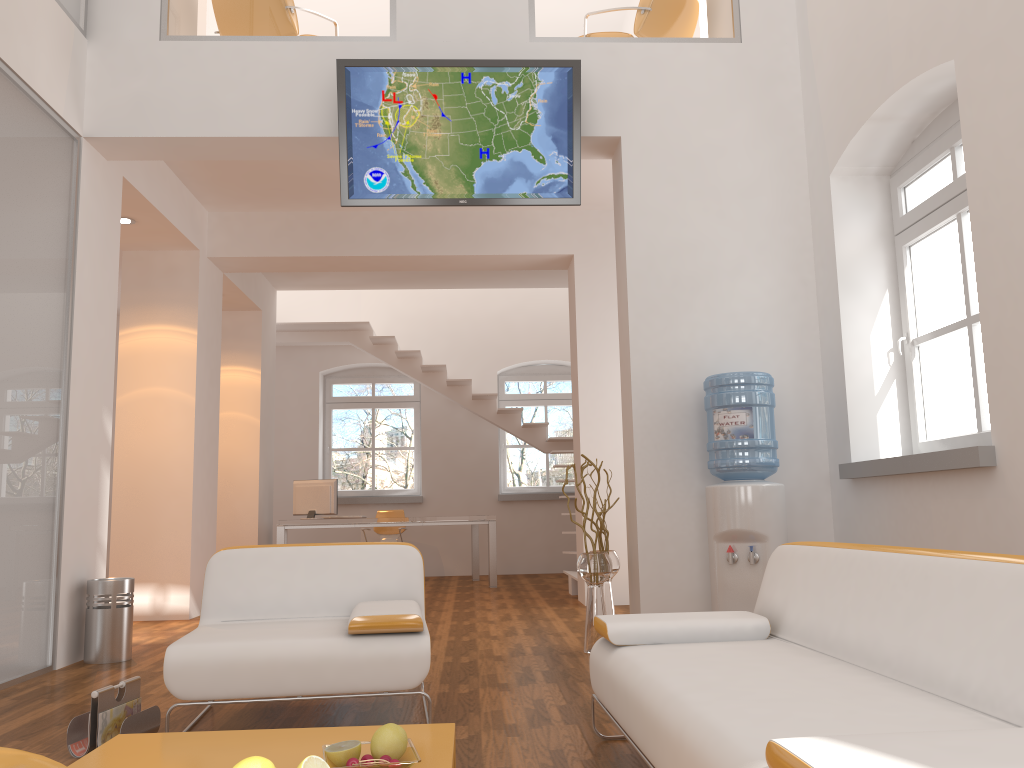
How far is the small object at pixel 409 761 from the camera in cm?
210

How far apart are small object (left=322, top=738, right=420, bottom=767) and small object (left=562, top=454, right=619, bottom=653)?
2.7m

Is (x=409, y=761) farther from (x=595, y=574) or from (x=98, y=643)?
(x=98, y=643)

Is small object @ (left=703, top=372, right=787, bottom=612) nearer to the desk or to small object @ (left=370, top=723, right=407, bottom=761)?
small object @ (left=370, top=723, right=407, bottom=761)

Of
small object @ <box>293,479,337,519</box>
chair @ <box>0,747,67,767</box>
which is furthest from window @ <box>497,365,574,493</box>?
chair @ <box>0,747,67,767</box>

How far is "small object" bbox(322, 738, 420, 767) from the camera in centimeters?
210cm

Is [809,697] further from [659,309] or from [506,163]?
[506,163]

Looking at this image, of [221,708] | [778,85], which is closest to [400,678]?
[221,708]

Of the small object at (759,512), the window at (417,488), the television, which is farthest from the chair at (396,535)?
the small object at (759,512)

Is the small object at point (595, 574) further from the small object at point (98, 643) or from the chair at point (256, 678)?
the small object at point (98, 643)
